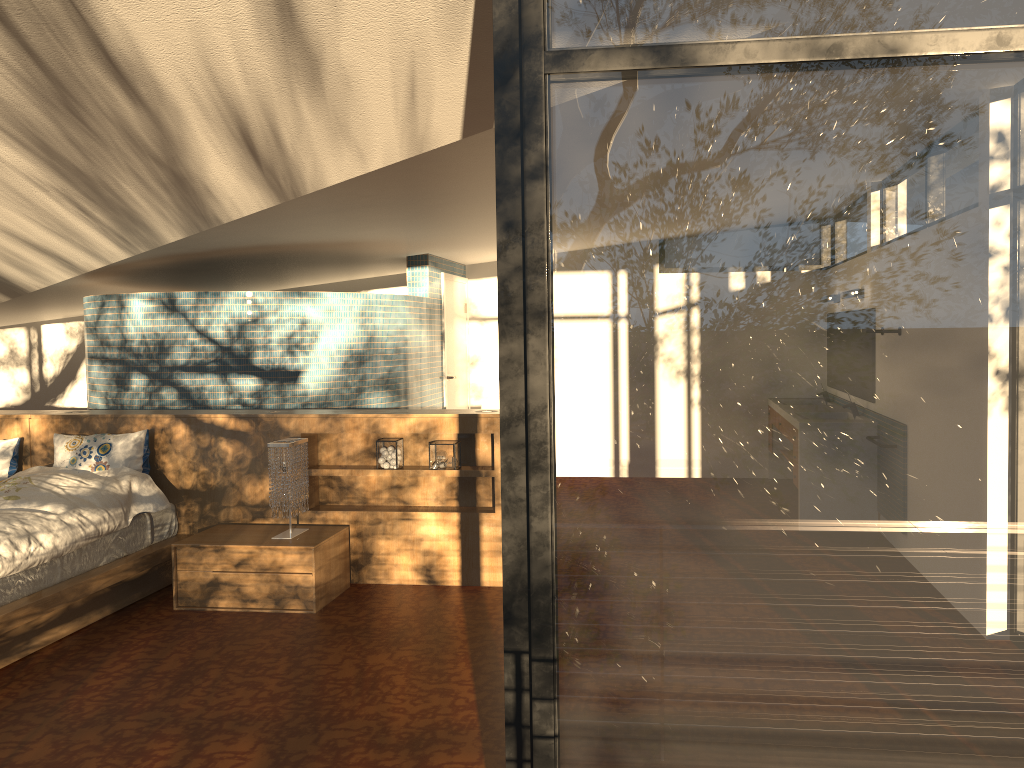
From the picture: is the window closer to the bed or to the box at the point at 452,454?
the bed

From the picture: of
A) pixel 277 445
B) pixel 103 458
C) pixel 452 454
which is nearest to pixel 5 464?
pixel 103 458

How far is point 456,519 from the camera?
5.02m

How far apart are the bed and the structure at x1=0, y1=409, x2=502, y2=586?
0.1 meters

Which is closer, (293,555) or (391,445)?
(293,555)

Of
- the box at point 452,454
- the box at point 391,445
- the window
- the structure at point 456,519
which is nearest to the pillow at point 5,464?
the structure at point 456,519

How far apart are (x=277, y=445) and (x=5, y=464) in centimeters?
186cm

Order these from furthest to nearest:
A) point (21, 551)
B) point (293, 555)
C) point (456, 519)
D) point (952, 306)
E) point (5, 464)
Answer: point (5, 464)
point (456, 519)
point (293, 555)
point (21, 551)
point (952, 306)

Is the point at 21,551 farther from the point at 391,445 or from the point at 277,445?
the point at 391,445

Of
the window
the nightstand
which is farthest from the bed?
the window
